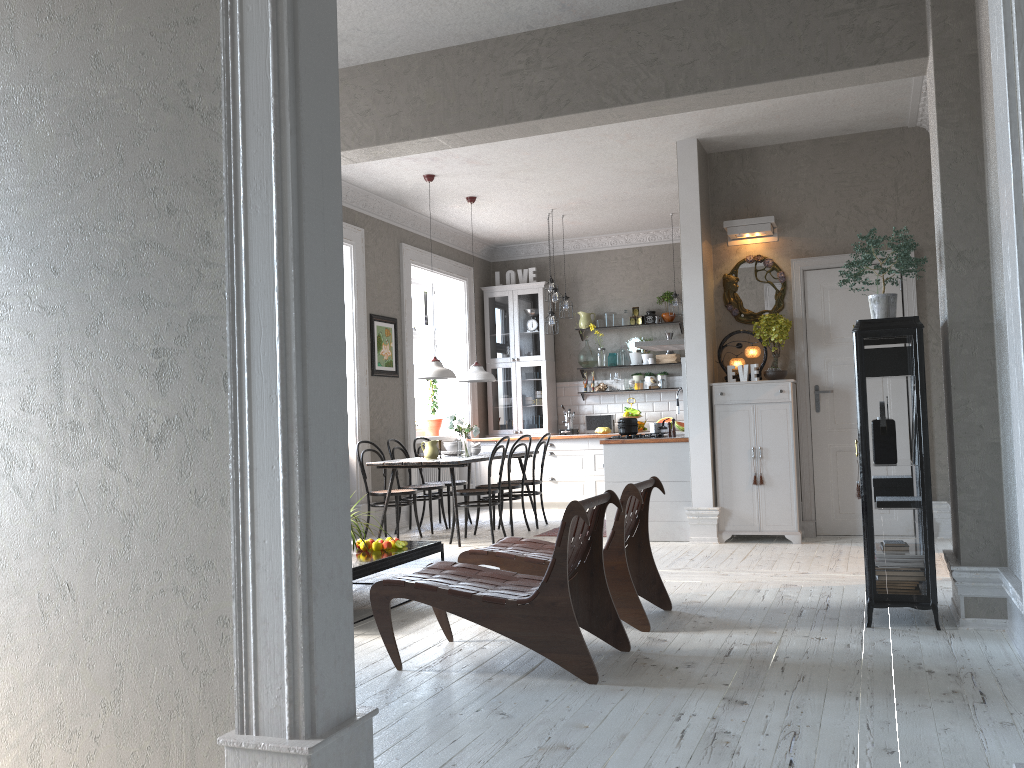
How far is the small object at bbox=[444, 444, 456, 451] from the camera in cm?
866

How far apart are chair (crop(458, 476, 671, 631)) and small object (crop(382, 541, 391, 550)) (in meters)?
0.77

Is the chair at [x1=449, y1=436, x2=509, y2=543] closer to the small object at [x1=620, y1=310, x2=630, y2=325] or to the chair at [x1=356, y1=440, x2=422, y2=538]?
the chair at [x1=356, y1=440, x2=422, y2=538]

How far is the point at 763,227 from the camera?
7.22m

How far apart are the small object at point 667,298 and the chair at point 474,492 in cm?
373

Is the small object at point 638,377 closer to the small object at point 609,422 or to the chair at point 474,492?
the small object at point 609,422

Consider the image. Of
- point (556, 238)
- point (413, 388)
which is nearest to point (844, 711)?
point (413, 388)

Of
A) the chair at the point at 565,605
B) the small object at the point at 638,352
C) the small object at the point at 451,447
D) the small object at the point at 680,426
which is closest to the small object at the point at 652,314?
the small object at the point at 638,352

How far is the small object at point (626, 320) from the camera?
10.8 meters

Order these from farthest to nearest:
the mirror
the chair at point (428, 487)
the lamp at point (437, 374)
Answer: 1. the chair at point (428, 487)
2. the lamp at point (437, 374)
3. the mirror
